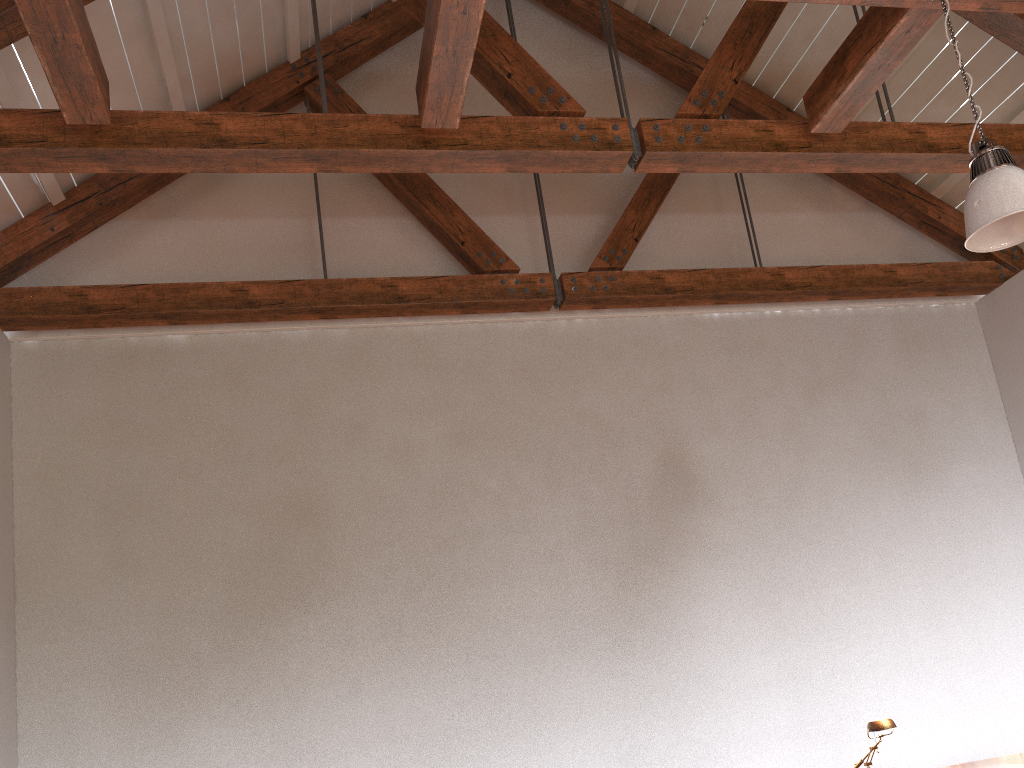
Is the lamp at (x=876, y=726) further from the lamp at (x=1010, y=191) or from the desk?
the lamp at (x=1010, y=191)

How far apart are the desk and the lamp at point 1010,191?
2.2 meters

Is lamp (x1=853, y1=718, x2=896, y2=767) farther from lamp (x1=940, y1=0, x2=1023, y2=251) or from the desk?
lamp (x1=940, y1=0, x2=1023, y2=251)

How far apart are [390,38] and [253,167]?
2.5m

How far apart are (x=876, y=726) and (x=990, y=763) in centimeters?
79cm

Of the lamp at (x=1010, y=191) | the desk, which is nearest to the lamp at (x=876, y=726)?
the desk

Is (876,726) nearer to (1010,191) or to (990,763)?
(990,763)

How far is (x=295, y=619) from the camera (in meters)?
4.75

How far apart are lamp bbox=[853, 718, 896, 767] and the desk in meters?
0.7

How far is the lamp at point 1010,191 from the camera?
3.1m
